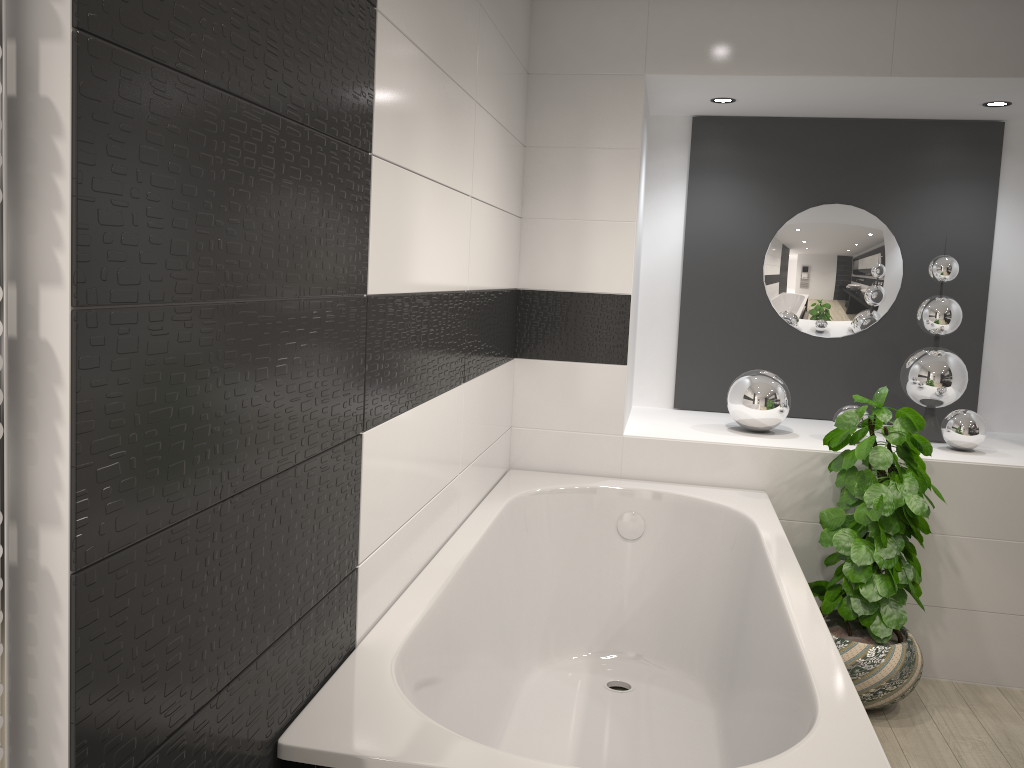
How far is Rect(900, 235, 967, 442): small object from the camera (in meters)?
3.66

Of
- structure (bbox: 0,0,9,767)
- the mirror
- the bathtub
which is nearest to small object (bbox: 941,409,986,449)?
the mirror

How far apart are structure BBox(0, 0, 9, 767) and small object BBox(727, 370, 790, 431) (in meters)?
3.10

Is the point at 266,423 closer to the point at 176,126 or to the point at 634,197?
the point at 176,126

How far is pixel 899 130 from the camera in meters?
4.0 m

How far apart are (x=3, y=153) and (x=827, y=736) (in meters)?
1.54

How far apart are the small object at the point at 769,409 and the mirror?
0.5 meters

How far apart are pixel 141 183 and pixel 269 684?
0.8 meters

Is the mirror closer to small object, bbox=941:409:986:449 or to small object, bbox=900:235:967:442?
small object, bbox=900:235:967:442

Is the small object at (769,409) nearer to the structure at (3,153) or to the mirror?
the mirror
